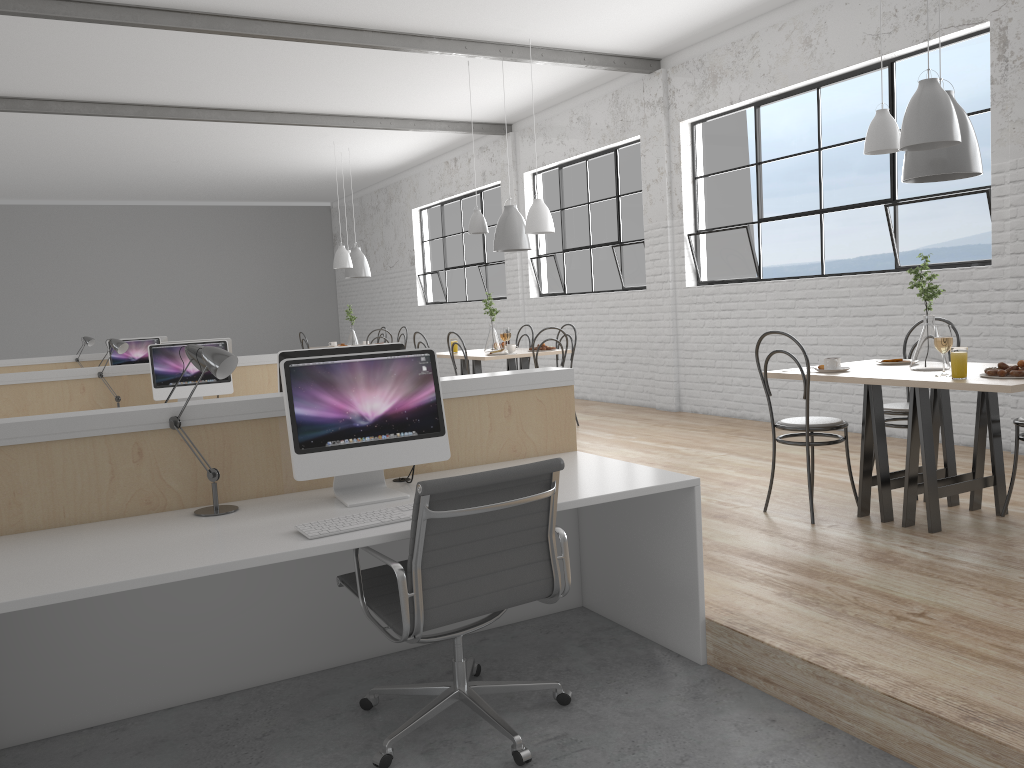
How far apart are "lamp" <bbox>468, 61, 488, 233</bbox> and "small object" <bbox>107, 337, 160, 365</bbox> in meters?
3.1

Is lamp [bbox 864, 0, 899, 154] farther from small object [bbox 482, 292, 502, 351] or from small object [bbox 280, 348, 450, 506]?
small object [bbox 482, 292, 502, 351]

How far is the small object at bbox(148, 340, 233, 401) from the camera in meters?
4.6

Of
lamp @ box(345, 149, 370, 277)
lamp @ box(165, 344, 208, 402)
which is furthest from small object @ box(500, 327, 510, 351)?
lamp @ box(165, 344, 208, 402)

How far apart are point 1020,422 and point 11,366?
7.0 meters

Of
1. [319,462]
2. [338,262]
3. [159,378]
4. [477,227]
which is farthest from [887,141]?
[338,262]

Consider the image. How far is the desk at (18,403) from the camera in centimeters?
454cm

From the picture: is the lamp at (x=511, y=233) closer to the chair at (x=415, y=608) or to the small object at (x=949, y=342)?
the small object at (x=949, y=342)

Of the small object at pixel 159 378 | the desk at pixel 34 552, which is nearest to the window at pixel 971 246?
the desk at pixel 34 552

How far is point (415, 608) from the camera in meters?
1.8
